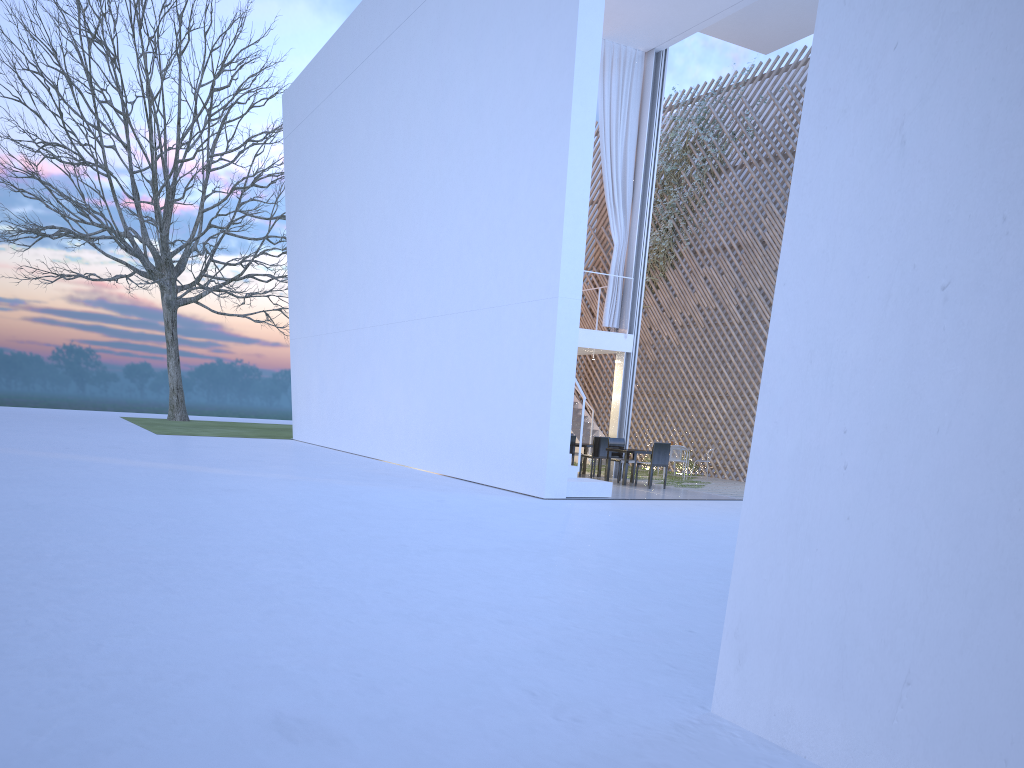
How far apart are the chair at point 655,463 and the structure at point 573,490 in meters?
1.2 m

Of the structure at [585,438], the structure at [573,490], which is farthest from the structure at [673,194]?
the structure at [573,490]

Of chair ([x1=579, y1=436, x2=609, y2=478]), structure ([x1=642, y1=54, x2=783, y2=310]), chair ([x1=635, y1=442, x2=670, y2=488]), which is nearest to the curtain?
chair ([x1=579, y1=436, x2=609, y2=478])

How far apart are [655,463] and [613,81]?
3.86m

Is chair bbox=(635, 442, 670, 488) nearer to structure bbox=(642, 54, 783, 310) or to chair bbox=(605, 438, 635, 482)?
chair bbox=(605, 438, 635, 482)

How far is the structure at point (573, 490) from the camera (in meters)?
6.61

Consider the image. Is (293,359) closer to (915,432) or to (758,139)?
(758,139)

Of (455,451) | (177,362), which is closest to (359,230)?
(455,451)

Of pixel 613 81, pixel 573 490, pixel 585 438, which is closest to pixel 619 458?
pixel 573 490

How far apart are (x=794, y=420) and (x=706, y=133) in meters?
10.0 m
